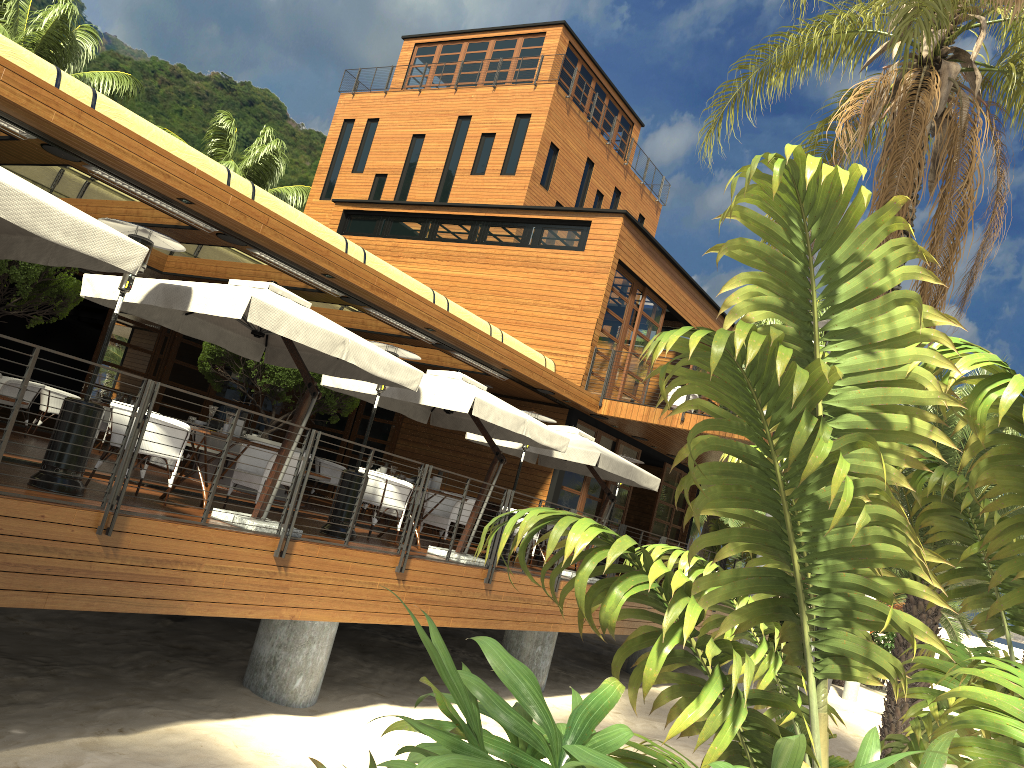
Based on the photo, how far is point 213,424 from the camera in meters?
8.6

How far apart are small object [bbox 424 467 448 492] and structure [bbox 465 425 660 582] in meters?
2.4

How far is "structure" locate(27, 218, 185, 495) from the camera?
6.8 meters

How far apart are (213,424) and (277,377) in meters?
4.5 m

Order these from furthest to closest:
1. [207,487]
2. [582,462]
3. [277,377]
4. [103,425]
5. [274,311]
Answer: [103,425] < [277,377] < [582,462] < [207,487] < [274,311]

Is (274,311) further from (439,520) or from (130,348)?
(130,348)

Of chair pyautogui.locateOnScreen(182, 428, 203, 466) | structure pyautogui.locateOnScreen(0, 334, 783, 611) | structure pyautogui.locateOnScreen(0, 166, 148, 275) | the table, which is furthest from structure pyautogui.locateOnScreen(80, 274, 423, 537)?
chair pyautogui.locateOnScreen(182, 428, 203, 466)

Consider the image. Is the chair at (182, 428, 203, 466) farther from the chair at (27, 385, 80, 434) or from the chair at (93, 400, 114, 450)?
the chair at (27, 385, 80, 434)

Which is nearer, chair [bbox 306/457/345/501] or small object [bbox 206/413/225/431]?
small object [bbox 206/413/225/431]

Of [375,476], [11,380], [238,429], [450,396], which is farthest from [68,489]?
[11,380]
